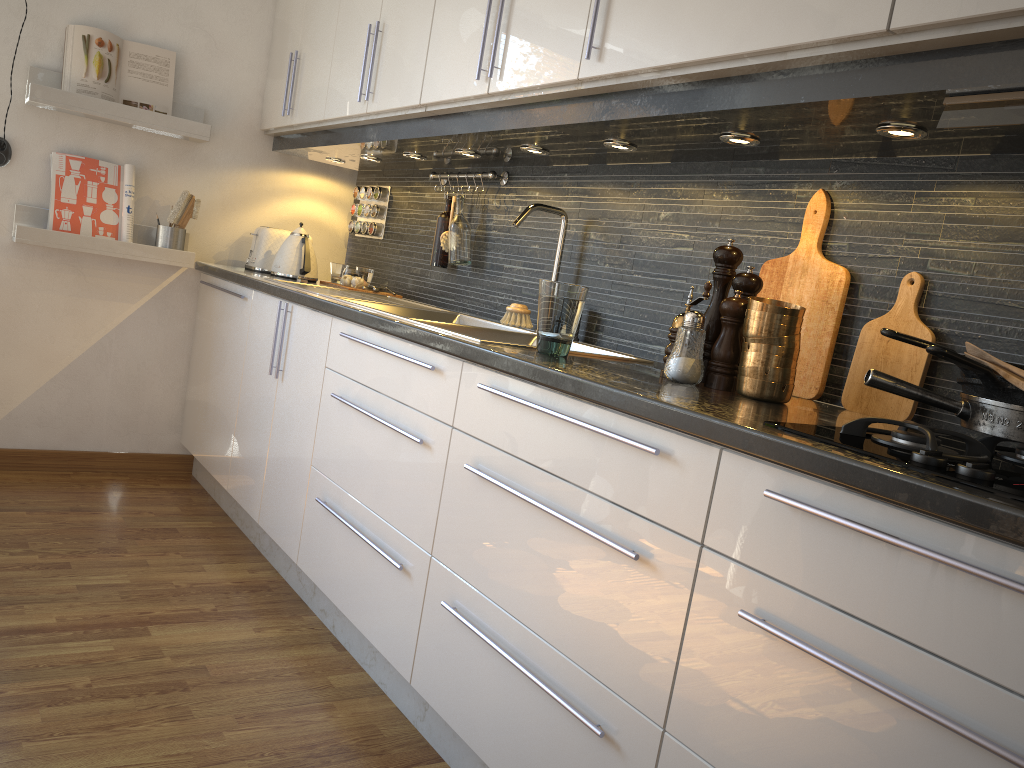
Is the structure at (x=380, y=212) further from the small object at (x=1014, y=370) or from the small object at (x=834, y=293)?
the small object at (x=1014, y=370)

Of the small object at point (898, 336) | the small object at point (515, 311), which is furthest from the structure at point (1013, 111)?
the small object at point (515, 311)

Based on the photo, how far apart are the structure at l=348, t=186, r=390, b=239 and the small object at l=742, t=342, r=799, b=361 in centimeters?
224cm

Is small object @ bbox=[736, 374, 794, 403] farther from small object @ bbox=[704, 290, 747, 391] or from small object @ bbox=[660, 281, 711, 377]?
small object @ bbox=[660, 281, 711, 377]

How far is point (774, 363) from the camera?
1.5m

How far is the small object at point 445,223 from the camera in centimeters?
299cm

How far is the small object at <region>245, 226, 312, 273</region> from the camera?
3.4m

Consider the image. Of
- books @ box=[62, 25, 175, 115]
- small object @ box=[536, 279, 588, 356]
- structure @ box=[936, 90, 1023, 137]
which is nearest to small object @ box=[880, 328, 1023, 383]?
structure @ box=[936, 90, 1023, 137]

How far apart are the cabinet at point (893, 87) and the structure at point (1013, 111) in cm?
1

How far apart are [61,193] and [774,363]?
2.68m
